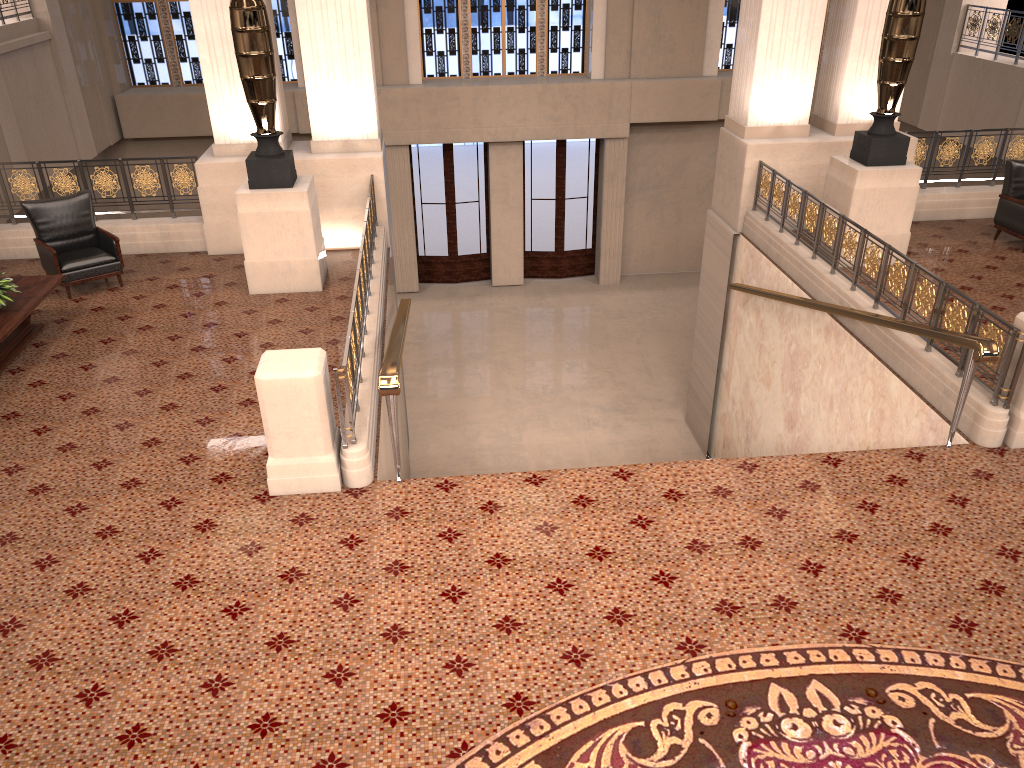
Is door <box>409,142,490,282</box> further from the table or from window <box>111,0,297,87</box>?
the table

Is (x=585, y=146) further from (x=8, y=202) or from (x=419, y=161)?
(x=8, y=202)

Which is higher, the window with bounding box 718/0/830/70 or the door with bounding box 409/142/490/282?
the window with bounding box 718/0/830/70

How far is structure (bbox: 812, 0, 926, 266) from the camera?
8.44m

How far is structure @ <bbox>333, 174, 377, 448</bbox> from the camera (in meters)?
5.66

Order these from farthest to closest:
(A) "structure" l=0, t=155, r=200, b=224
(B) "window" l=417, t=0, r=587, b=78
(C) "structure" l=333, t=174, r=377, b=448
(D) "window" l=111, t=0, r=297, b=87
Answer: (B) "window" l=417, t=0, r=587, b=78 → (D) "window" l=111, t=0, r=297, b=87 → (A) "structure" l=0, t=155, r=200, b=224 → (C) "structure" l=333, t=174, r=377, b=448

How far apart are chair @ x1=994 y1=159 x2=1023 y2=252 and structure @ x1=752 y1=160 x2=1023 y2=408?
2.5m

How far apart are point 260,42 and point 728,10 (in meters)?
11.33

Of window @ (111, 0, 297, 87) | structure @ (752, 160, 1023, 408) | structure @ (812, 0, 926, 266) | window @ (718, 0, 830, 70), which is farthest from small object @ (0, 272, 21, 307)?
window @ (718, 0, 830, 70)

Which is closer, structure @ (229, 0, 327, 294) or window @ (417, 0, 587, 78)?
structure @ (229, 0, 327, 294)
